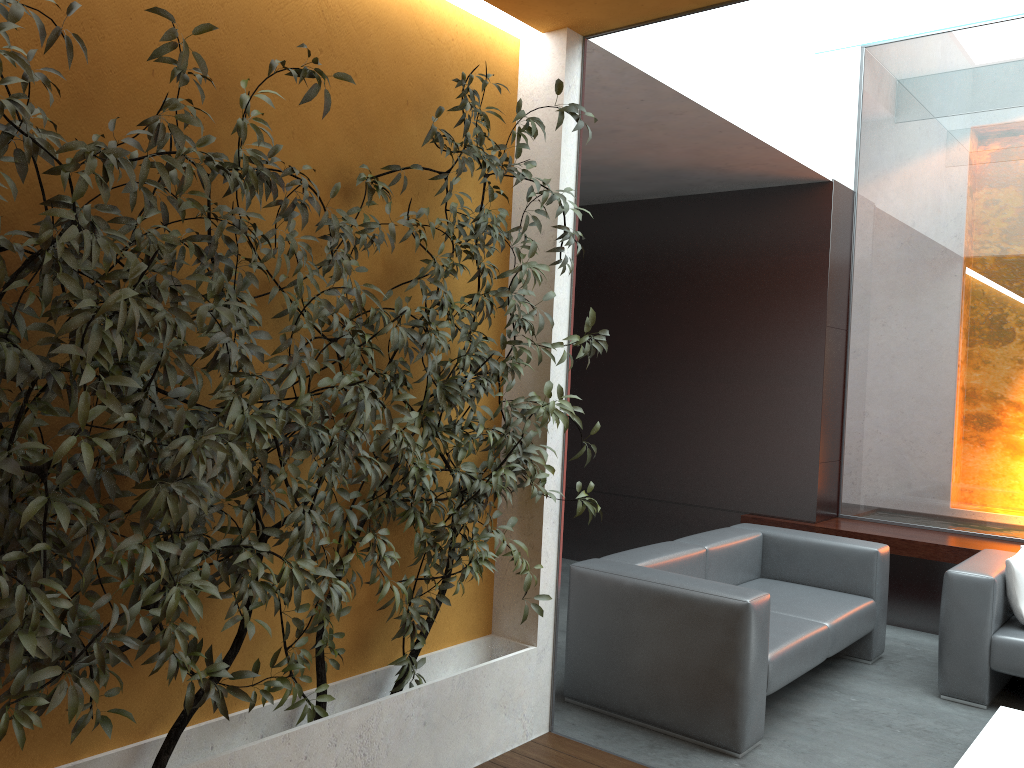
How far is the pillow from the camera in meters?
4.4 m

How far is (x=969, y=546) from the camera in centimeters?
558cm

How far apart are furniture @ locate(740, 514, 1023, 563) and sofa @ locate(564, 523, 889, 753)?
0.8 meters

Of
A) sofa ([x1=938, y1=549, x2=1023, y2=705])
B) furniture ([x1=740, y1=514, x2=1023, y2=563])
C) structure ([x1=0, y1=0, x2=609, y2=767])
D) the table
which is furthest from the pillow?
structure ([x1=0, y1=0, x2=609, y2=767])

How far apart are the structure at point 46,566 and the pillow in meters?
2.6

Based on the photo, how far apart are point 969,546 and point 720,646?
2.8 meters

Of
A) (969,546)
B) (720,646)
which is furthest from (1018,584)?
(720,646)

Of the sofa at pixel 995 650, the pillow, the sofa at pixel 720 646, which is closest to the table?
the sofa at pixel 995 650

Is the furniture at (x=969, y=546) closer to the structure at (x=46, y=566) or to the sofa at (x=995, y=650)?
the sofa at (x=995, y=650)

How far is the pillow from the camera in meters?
4.4
